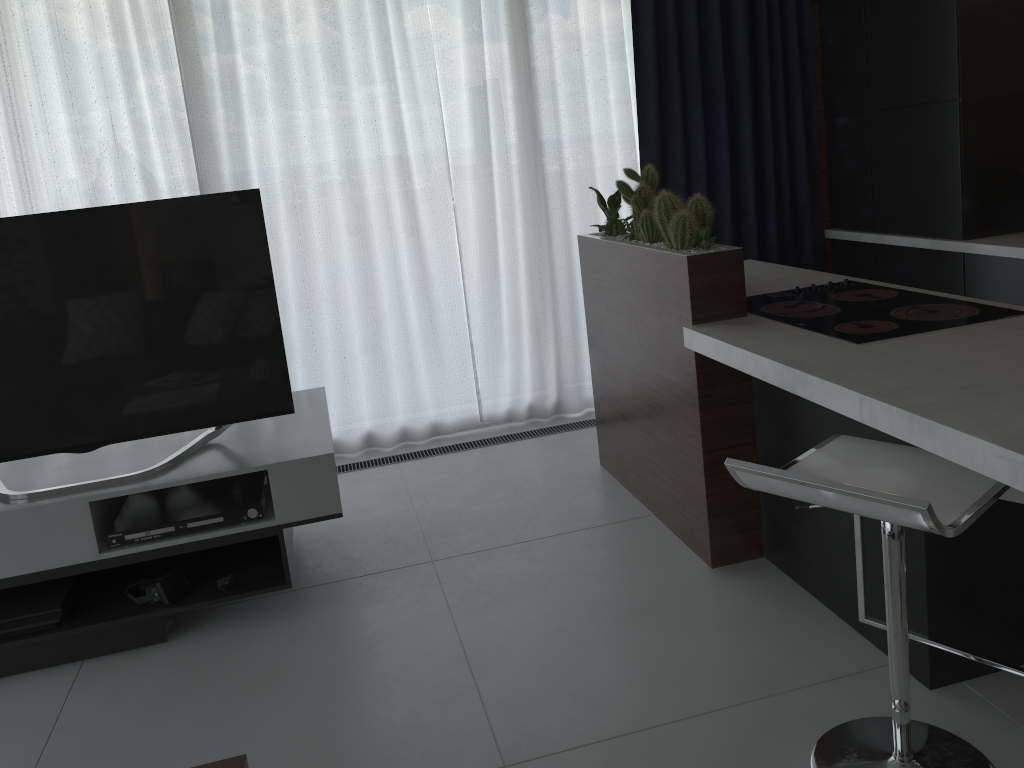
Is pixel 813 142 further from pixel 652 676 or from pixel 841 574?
pixel 652 676

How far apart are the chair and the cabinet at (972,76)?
1.8 meters

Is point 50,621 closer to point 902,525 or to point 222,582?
point 222,582

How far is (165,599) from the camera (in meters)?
2.61

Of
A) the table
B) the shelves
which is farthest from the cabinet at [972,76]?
the table

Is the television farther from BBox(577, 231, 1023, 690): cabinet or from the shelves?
BBox(577, 231, 1023, 690): cabinet

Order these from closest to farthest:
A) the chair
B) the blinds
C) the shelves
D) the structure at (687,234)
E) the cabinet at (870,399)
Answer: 1. the chair
2. the cabinet at (870,399)
3. the shelves
4. the structure at (687,234)
5. the blinds

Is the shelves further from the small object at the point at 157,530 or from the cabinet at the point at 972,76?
the cabinet at the point at 972,76

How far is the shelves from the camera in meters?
2.5

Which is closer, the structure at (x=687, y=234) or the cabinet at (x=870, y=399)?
the cabinet at (x=870, y=399)
